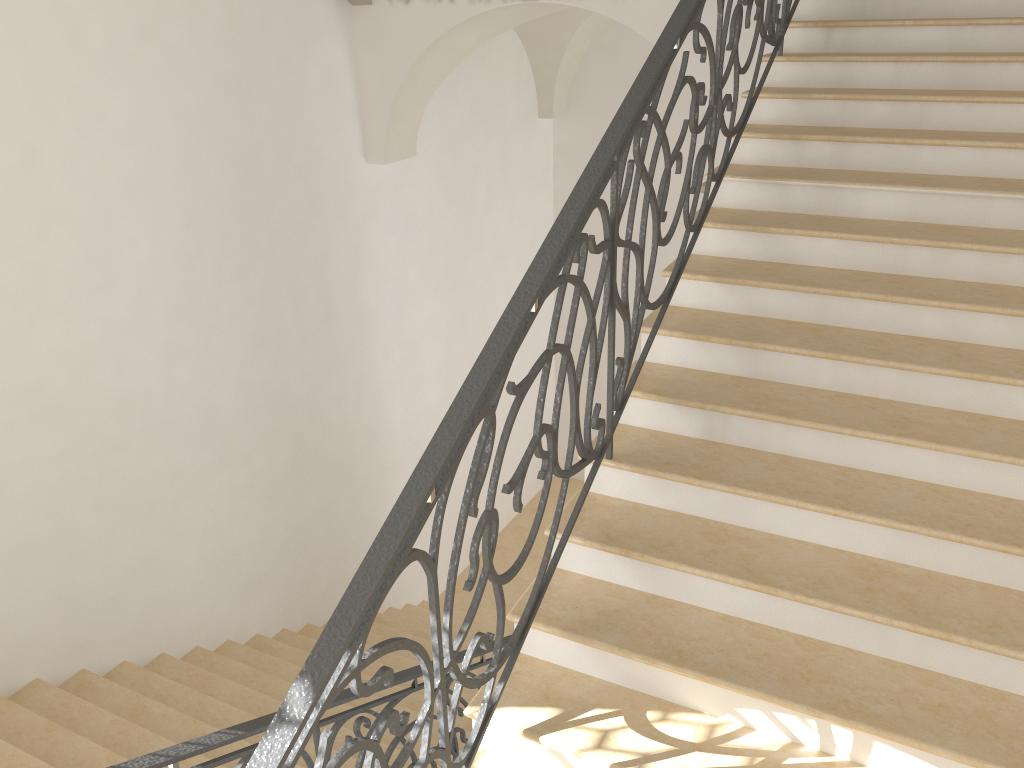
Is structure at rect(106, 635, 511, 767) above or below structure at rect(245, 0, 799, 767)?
below

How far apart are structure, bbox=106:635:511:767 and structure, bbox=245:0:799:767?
0.7 meters

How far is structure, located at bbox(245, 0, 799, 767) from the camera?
1.90m

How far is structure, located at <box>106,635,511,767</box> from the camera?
2.55m

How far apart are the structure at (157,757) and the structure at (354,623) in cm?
75

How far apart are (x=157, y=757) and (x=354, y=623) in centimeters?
110cm

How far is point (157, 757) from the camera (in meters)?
2.55

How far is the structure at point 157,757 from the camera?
2.55m

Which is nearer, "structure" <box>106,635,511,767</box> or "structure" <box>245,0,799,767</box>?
"structure" <box>245,0,799,767</box>
